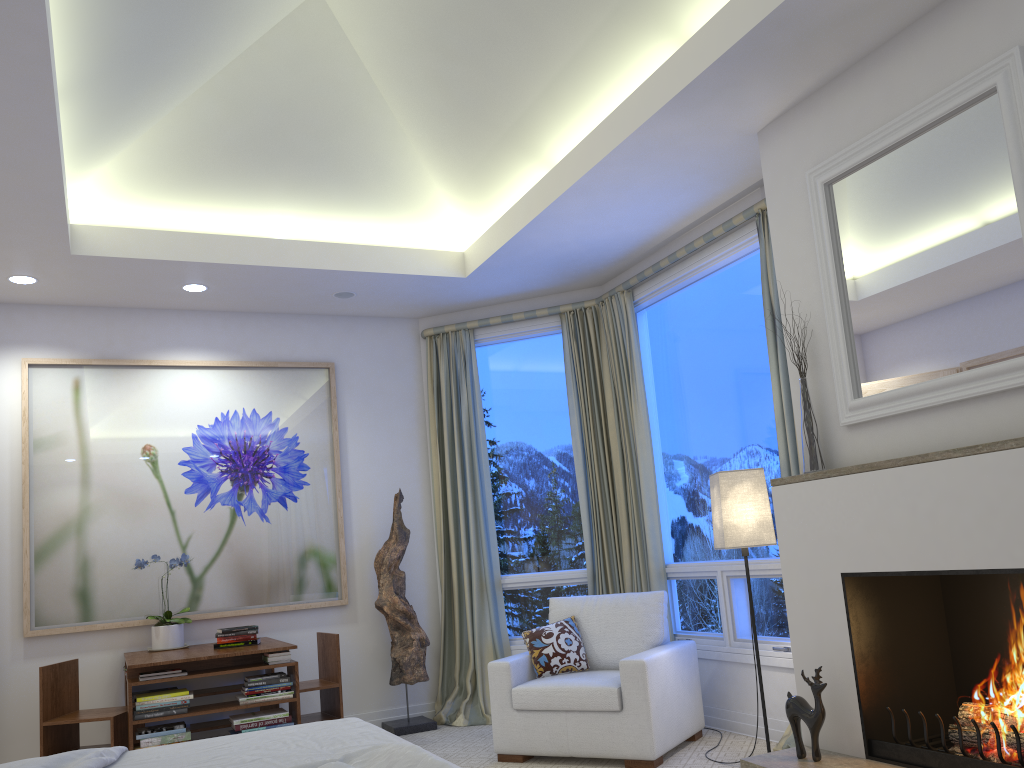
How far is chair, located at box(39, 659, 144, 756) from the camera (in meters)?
4.02

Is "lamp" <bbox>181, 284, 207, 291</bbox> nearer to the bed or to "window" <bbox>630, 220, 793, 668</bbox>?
"window" <bbox>630, 220, 793, 668</bbox>

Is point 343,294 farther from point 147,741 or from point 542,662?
point 147,741

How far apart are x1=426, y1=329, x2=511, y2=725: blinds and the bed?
2.7m

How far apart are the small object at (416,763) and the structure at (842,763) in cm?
166

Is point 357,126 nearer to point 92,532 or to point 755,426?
point 755,426

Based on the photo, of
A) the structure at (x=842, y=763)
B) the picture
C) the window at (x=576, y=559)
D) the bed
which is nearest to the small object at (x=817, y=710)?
the structure at (x=842, y=763)

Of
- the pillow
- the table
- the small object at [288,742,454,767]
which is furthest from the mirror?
the table

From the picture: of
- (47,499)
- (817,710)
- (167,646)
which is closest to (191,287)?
(47,499)

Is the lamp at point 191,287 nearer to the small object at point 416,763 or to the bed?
the bed
